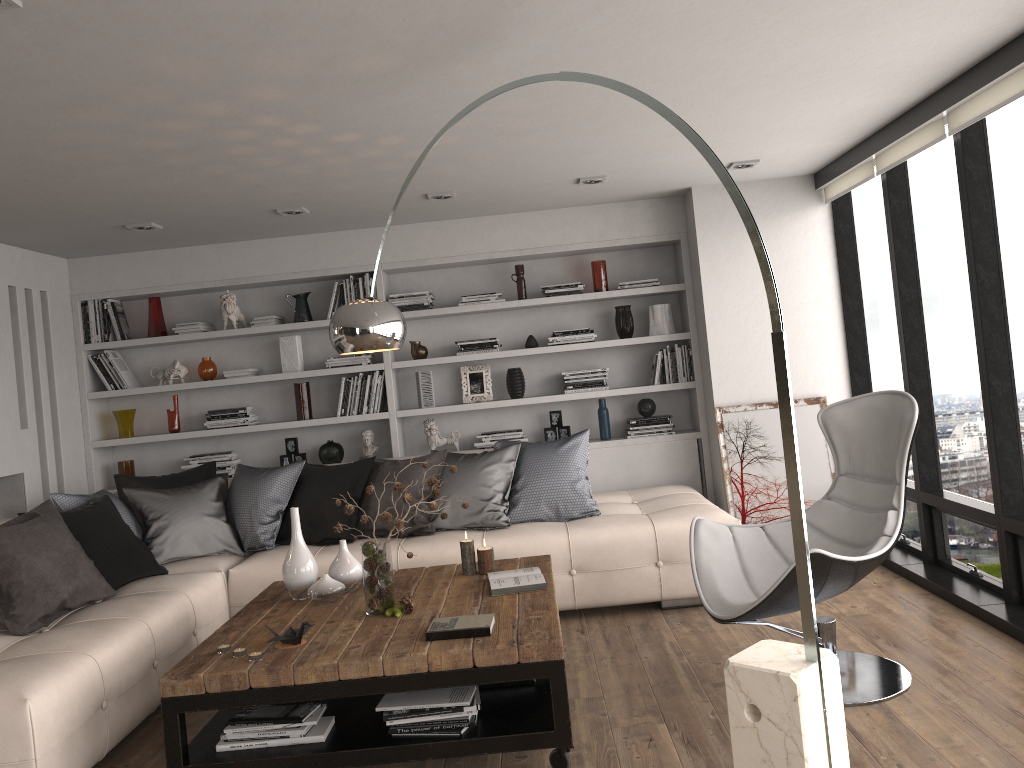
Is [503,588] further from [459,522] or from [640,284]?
[640,284]

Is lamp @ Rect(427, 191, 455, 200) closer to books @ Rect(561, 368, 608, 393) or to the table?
books @ Rect(561, 368, 608, 393)

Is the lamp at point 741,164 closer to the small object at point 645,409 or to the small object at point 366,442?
Answer: the small object at point 645,409

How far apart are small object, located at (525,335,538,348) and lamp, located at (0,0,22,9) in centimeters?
423cm

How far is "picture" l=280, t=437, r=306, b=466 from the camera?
6.3 meters

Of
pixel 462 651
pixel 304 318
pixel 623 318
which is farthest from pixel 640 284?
pixel 462 651

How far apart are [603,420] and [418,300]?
1.54m

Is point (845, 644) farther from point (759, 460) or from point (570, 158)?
point (570, 158)

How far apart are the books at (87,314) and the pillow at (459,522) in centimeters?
263cm

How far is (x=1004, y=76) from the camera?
Result: 3.5 meters
